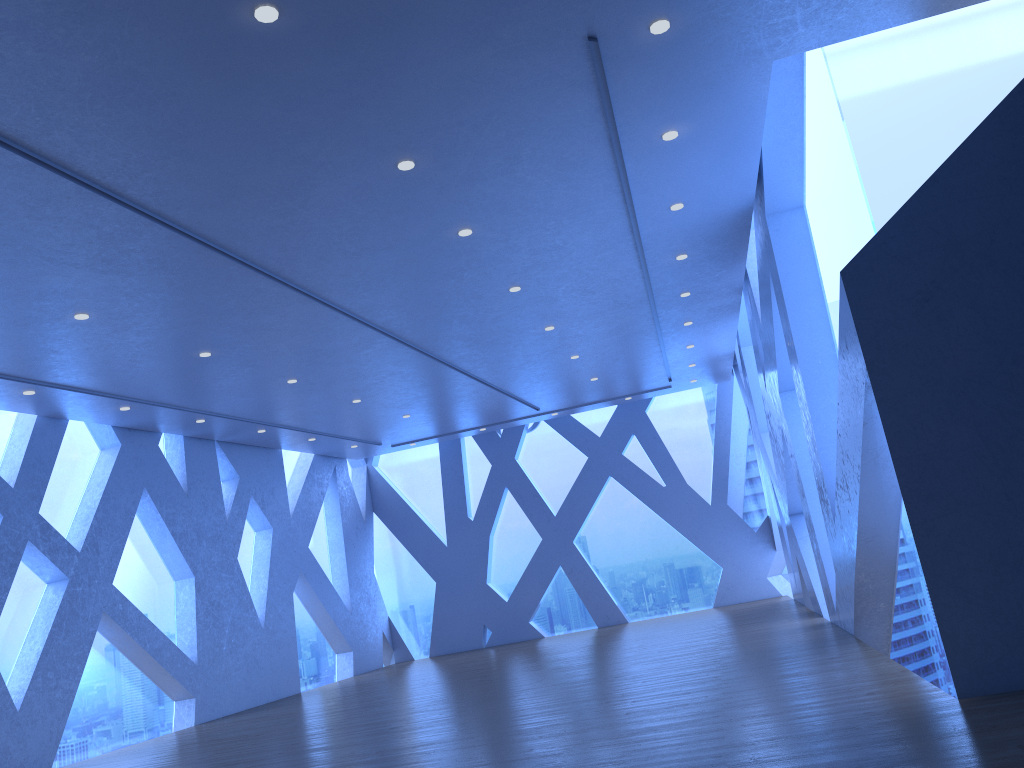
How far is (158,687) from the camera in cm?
1139
